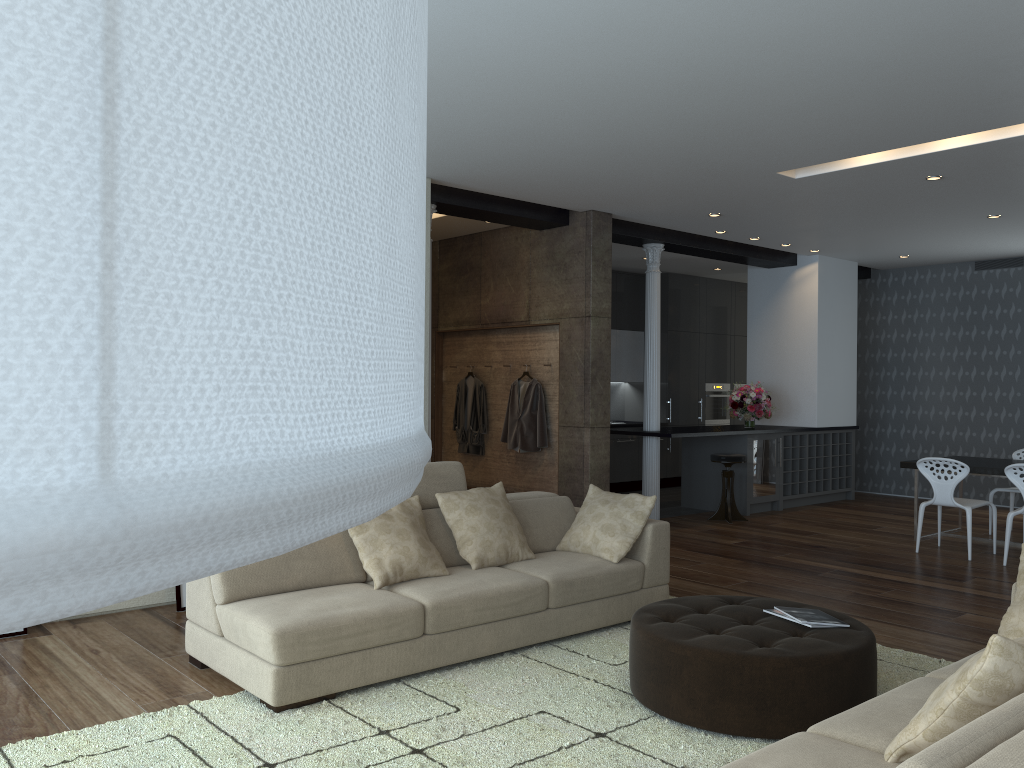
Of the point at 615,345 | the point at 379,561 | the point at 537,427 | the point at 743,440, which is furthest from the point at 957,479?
the point at 615,345

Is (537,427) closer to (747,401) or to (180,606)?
(747,401)

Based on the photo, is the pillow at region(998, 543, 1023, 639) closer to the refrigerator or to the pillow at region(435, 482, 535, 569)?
the pillow at region(435, 482, 535, 569)

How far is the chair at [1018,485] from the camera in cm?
699

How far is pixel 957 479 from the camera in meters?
7.4 m

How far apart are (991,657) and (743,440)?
7.71m

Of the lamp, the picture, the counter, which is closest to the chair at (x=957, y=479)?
the counter

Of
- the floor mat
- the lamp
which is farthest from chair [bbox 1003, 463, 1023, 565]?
the lamp

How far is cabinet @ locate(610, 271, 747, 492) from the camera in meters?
12.2

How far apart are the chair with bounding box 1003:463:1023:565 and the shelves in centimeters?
322cm
